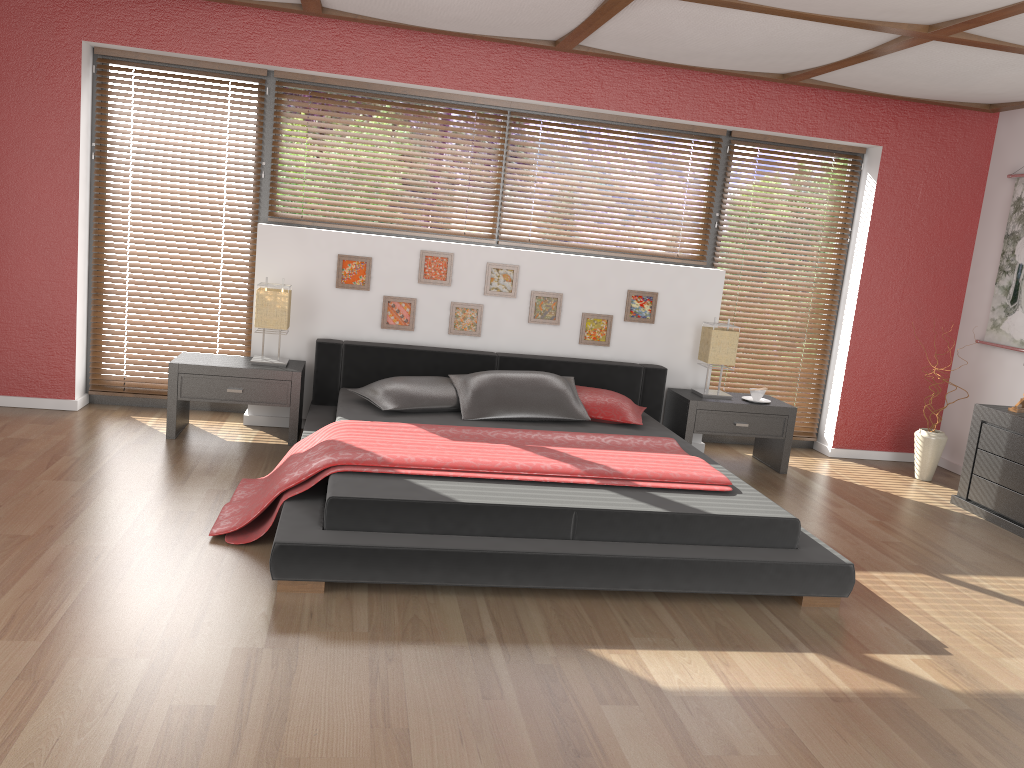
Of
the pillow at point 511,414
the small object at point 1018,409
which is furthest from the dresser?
the pillow at point 511,414

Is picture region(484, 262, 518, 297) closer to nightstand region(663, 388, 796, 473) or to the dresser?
nightstand region(663, 388, 796, 473)

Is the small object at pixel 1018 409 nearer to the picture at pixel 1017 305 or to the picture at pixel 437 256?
the picture at pixel 1017 305

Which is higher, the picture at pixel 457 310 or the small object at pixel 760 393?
the picture at pixel 457 310

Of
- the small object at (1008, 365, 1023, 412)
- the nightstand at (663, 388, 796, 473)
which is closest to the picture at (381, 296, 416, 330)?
the nightstand at (663, 388, 796, 473)

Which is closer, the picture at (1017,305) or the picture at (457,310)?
the picture at (457,310)

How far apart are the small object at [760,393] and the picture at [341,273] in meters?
2.5

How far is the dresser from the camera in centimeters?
477cm

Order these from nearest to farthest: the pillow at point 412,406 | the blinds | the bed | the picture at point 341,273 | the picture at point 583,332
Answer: the bed → the pillow at point 412,406 → the picture at point 341,273 → the blinds → the picture at point 583,332

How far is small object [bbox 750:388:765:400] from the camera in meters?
5.5 m
